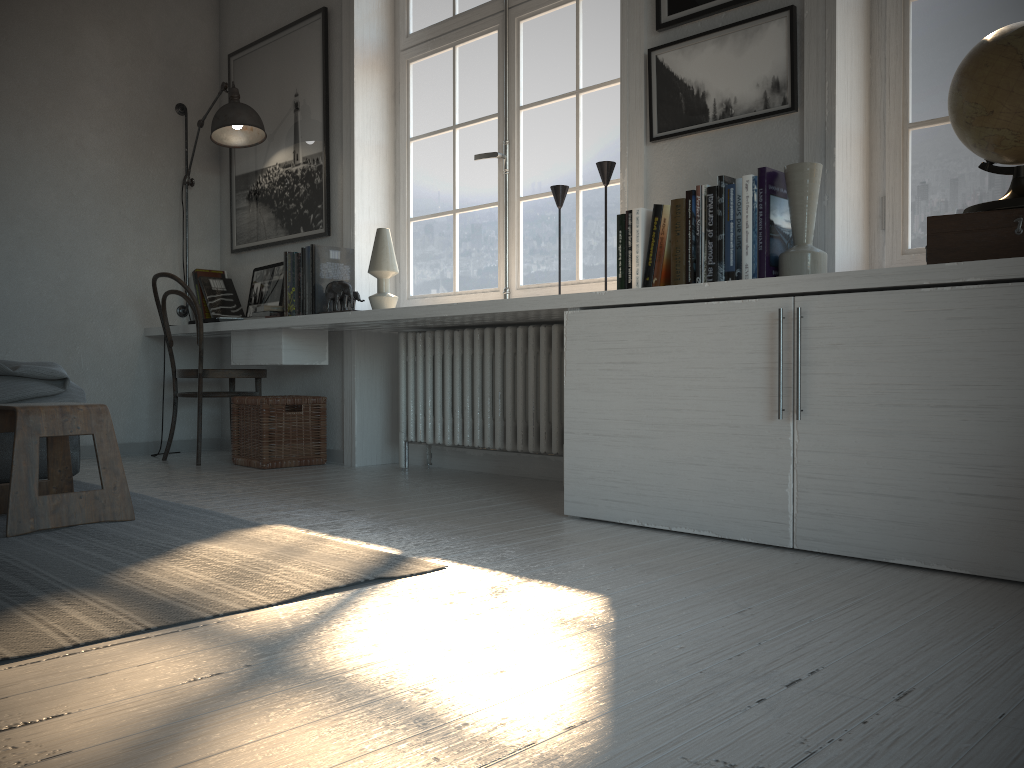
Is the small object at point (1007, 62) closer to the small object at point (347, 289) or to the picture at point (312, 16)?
the small object at point (347, 289)

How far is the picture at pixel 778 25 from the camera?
2.6 meters

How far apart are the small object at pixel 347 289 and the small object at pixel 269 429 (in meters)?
0.54

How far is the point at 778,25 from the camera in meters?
2.6 m

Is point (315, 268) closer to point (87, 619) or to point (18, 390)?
point (18, 390)

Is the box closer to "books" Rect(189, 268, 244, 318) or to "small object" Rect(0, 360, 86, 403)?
"small object" Rect(0, 360, 86, 403)

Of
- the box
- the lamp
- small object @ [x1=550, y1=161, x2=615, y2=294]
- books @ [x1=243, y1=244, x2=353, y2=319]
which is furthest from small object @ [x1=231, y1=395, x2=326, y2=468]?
Answer: the box

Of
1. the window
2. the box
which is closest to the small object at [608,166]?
the window

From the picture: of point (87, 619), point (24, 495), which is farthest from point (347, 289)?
point (87, 619)

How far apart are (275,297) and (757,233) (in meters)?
2.68
